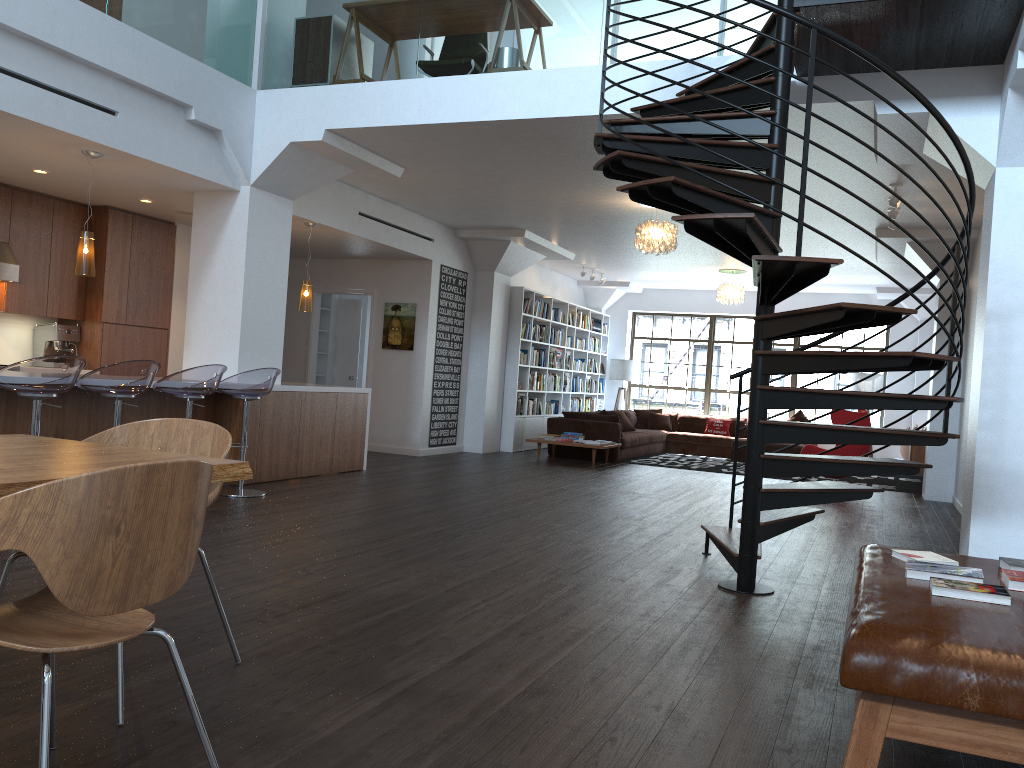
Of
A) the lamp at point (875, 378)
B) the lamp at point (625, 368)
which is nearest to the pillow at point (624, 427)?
the lamp at point (625, 368)

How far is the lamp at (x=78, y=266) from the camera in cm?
645

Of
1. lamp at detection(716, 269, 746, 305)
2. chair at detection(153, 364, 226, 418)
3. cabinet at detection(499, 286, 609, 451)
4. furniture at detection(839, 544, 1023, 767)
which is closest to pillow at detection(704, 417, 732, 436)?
cabinet at detection(499, 286, 609, 451)

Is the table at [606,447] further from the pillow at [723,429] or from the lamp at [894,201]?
the lamp at [894,201]

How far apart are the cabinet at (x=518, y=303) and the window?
0.8 meters

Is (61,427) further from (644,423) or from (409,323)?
(644,423)

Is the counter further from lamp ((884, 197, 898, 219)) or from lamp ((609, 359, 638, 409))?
lamp ((609, 359, 638, 409))

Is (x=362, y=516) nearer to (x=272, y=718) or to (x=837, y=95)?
(x=272, y=718)

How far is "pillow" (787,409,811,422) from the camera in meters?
15.0 m

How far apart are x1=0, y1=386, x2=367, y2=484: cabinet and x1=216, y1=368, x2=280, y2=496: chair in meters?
0.5
